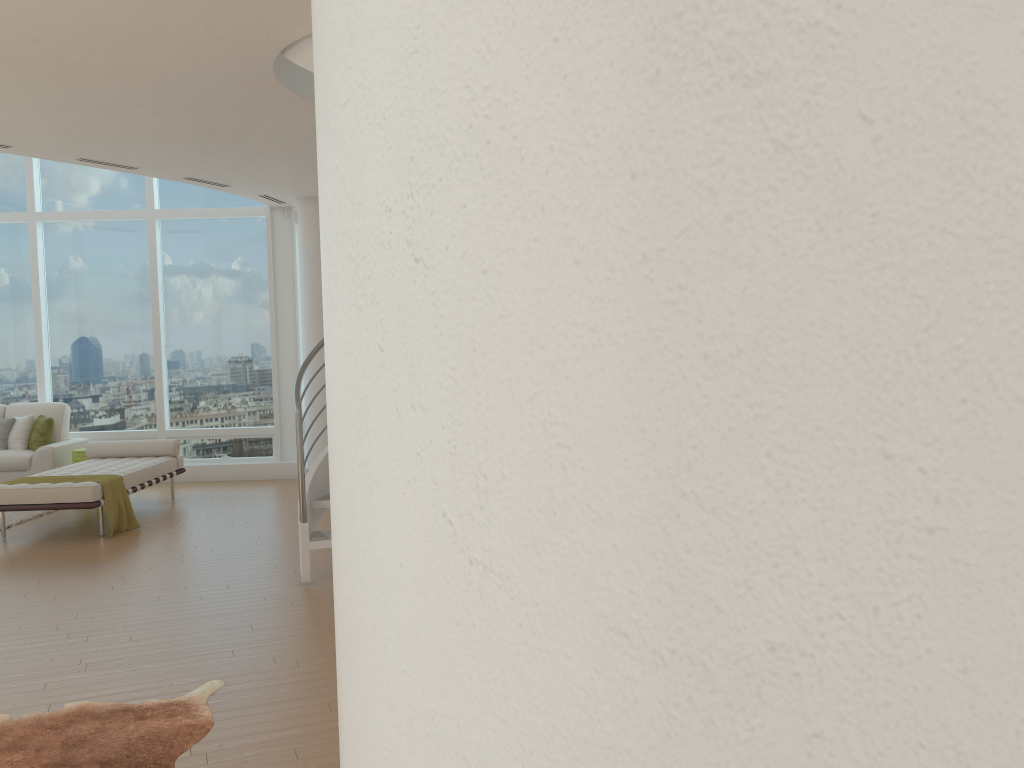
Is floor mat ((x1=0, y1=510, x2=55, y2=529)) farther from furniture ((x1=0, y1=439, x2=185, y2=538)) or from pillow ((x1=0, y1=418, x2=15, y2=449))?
pillow ((x1=0, y1=418, x2=15, y2=449))

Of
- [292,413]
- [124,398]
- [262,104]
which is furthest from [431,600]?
[124,398]

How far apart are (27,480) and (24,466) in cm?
258

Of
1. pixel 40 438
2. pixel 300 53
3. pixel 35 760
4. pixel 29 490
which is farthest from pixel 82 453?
pixel 35 760

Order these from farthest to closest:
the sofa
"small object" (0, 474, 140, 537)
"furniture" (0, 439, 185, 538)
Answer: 1. the sofa
2. "small object" (0, 474, 140, 537)
3. "furniture" (0, 439, 185, 538)

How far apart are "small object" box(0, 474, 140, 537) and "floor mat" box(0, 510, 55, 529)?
0.9m

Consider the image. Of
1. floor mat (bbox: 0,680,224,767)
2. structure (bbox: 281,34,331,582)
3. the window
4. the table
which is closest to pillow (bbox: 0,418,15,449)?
the window

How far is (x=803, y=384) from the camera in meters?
0.5

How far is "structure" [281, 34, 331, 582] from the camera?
5.36m

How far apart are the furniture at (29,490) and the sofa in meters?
0.8 m
